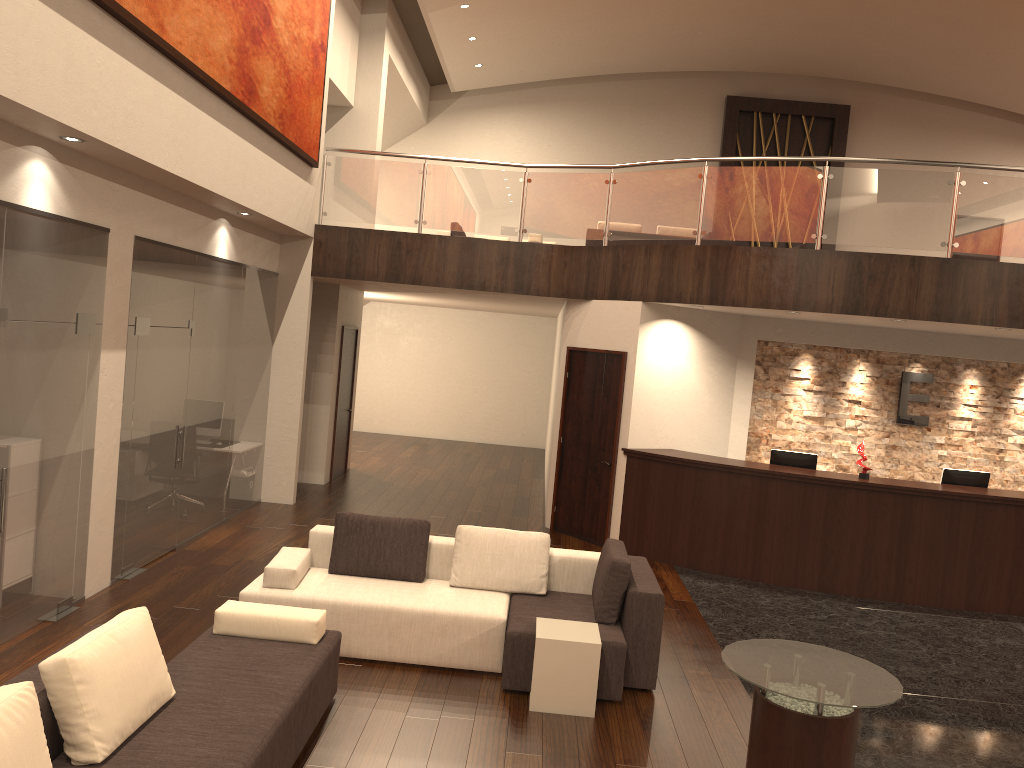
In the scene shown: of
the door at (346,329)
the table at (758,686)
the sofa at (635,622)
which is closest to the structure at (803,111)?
the door at (346,329)

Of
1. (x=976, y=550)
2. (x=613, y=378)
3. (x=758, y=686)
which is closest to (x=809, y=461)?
(x=976, y=550)

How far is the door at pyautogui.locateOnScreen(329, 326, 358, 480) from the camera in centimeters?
1285cm

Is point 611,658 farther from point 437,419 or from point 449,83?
point 449,83

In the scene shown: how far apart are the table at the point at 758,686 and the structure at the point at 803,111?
15.2 meters

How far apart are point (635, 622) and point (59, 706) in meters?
3.5

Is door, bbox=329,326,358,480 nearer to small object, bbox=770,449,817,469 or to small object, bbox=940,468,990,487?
small object, bbox=770,449,817,469

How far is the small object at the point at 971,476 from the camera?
9.2m

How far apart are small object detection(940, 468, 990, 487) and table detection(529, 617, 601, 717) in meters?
5.4

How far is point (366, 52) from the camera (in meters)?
13.72
